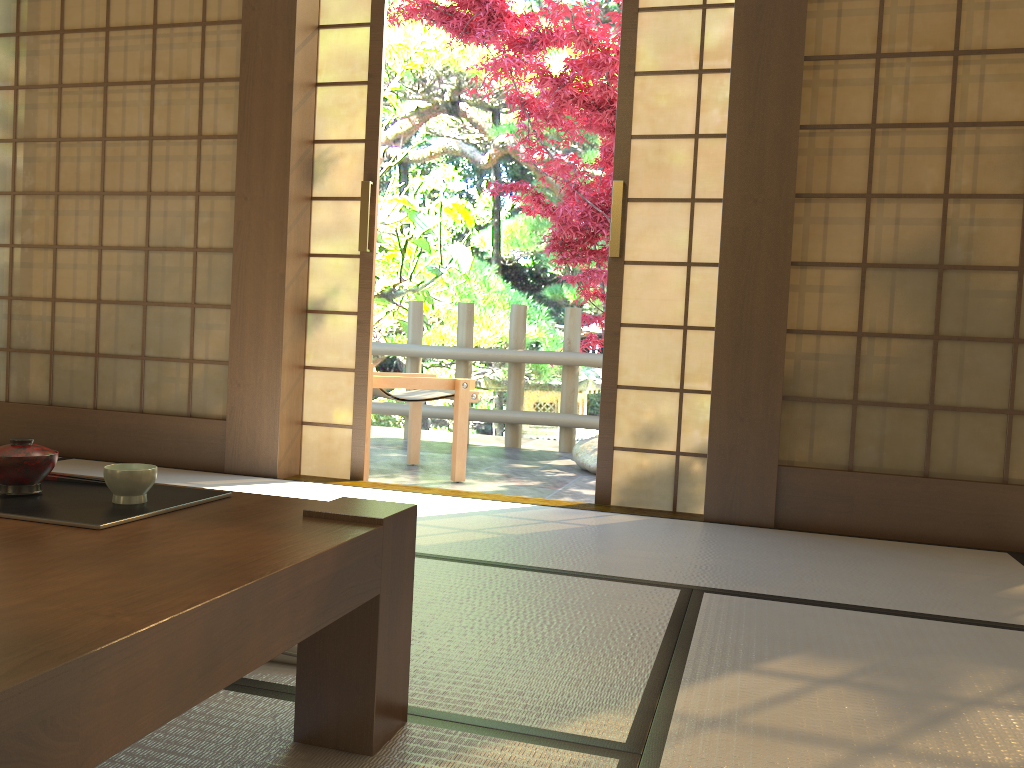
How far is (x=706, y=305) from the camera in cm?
348

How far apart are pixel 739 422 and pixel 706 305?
0.5 meters

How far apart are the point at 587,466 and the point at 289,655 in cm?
368

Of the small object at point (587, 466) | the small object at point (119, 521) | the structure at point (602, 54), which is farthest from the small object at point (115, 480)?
the structure at point (602, 54)

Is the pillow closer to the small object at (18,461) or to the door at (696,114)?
the small object at (18,461)

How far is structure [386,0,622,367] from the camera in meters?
5.8 m

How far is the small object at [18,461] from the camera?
1.29m

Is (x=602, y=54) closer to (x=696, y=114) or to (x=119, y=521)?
(x=696, y=114)

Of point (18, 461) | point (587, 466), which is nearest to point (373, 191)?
point (587, 466)

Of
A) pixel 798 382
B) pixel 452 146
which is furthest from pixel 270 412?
pixel 452 146
